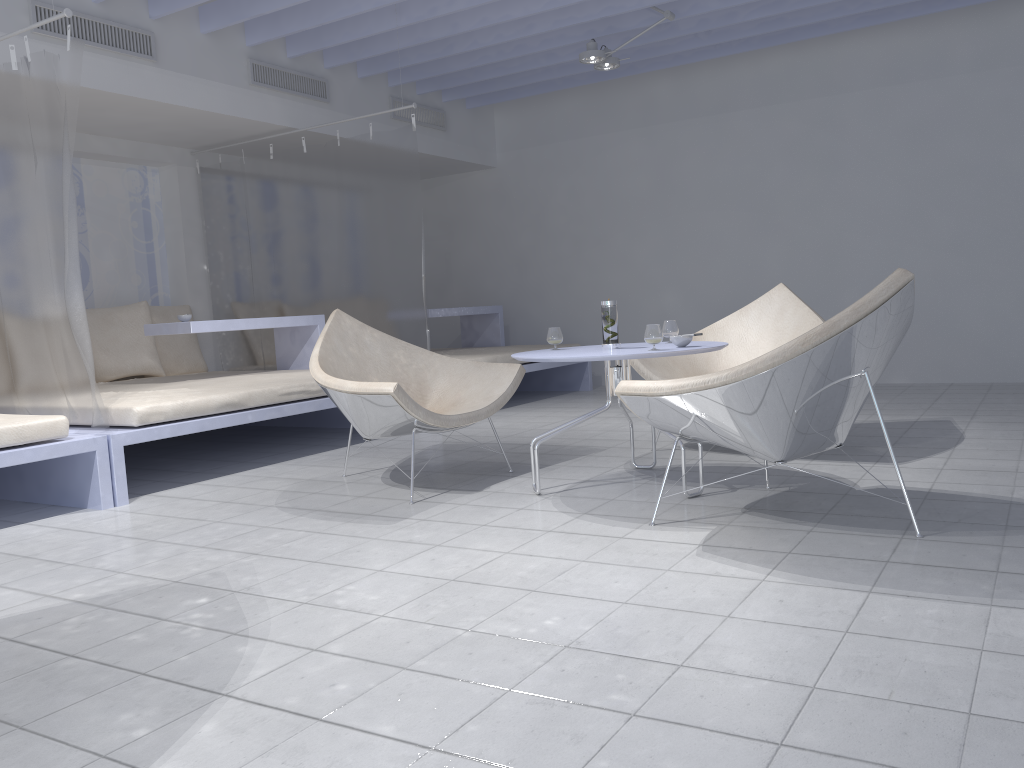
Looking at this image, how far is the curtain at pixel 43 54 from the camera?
3.58m

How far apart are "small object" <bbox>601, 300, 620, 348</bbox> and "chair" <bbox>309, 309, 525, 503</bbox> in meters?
0.6

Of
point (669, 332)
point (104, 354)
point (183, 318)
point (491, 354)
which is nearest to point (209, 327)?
point (183, 318)

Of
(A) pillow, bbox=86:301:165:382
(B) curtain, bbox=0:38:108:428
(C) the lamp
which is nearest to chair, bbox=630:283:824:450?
(C) the lamp

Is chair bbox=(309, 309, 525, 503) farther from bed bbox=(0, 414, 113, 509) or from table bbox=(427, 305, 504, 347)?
table bbox=(427, 305, 504, 347)

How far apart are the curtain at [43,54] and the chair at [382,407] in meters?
0.9 m

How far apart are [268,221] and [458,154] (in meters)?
2.07

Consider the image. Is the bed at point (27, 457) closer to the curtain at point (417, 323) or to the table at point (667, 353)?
the table at point (667, 353)

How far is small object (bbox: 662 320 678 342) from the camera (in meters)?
3.56

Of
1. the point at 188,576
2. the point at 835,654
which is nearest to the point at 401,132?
the point at 188,576
